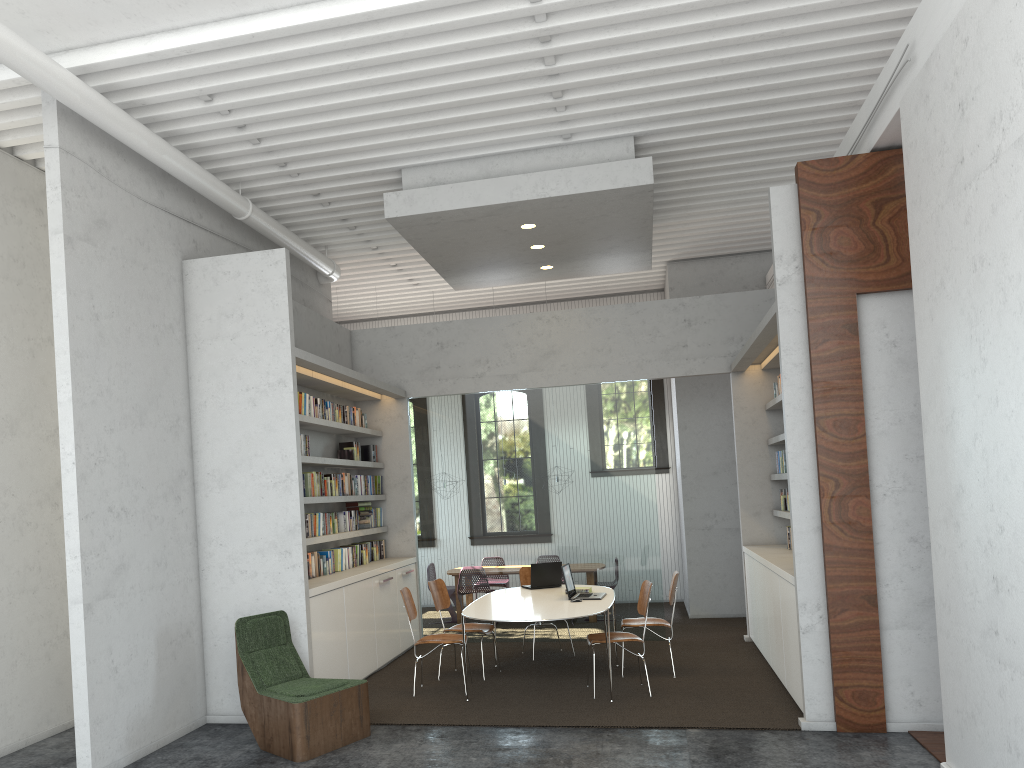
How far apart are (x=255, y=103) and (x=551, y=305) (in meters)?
7.63

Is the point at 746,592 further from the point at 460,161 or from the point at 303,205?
the point at 303,205
